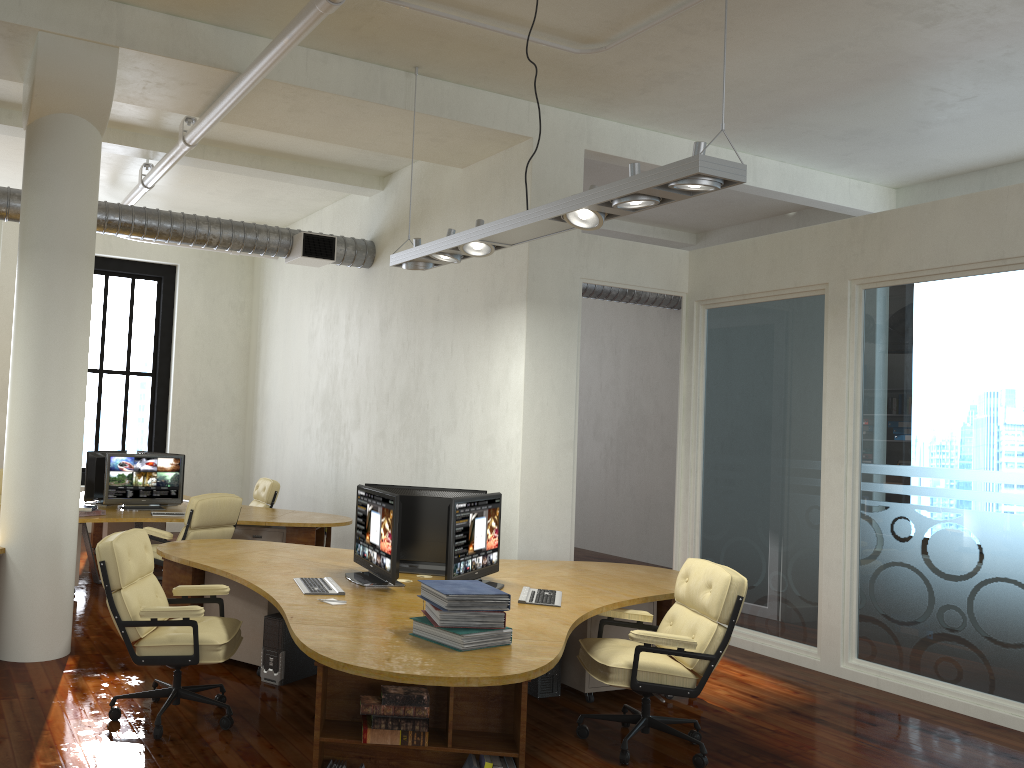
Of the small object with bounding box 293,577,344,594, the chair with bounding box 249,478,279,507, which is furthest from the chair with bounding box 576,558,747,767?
the chair with bounding box 249,478,279,507

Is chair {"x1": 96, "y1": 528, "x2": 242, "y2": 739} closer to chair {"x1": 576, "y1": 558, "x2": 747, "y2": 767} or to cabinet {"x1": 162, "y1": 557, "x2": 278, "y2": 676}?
cabinet {"x1": 162, "y1": 557, "x2": 278, "y2": 676}

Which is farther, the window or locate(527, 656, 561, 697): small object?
the window

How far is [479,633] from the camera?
3.80m

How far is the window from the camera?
13.1m

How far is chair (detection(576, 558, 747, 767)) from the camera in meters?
4.5 m

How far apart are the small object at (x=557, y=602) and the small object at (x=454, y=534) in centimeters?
16cm

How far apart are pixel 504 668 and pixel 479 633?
0.3m

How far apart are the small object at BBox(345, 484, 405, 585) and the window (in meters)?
8.05

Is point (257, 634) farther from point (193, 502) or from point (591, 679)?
point (591, 679)
